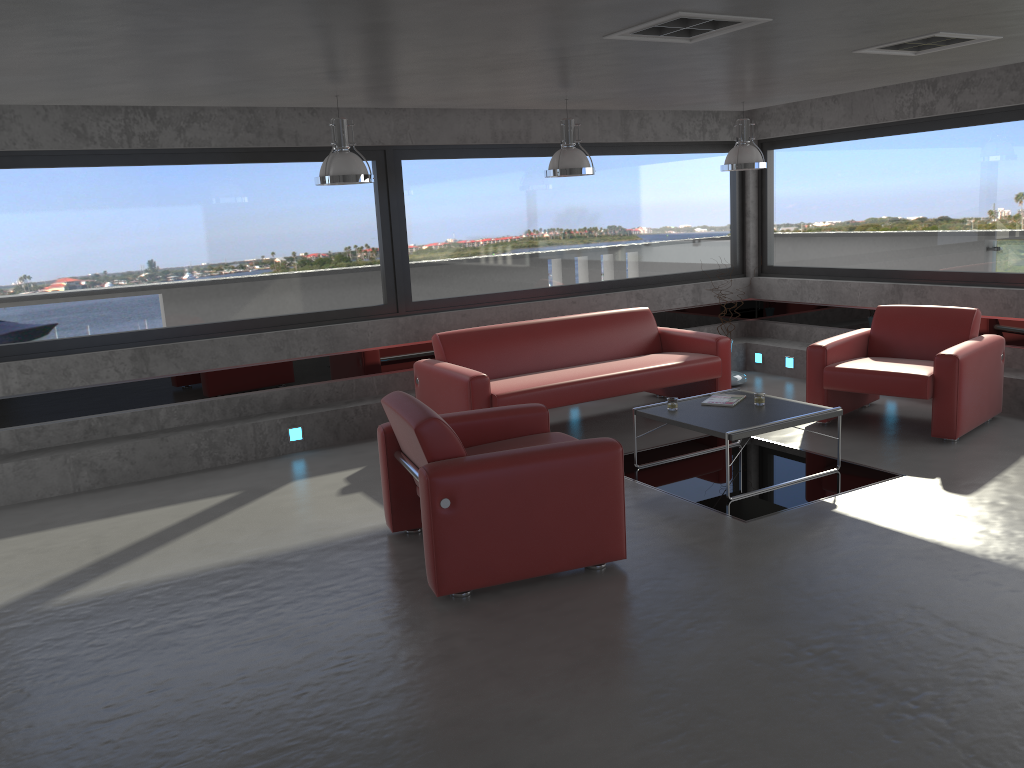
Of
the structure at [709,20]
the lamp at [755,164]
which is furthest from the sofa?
the structure at [709,20]

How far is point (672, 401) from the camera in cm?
614

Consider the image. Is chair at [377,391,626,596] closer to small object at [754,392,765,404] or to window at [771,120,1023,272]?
small object at [754,392,765,404]

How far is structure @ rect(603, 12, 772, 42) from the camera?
4.1 meters

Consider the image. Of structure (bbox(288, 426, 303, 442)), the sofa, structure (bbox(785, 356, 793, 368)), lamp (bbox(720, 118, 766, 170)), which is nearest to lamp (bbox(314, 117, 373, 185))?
the sofa

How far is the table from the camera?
5.6m

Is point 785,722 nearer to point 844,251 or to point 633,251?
point 633,251

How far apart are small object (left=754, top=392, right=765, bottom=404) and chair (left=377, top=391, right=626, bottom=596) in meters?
1.7 m

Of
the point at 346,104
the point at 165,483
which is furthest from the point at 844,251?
the point at 165,483

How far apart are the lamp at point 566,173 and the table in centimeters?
183cm
